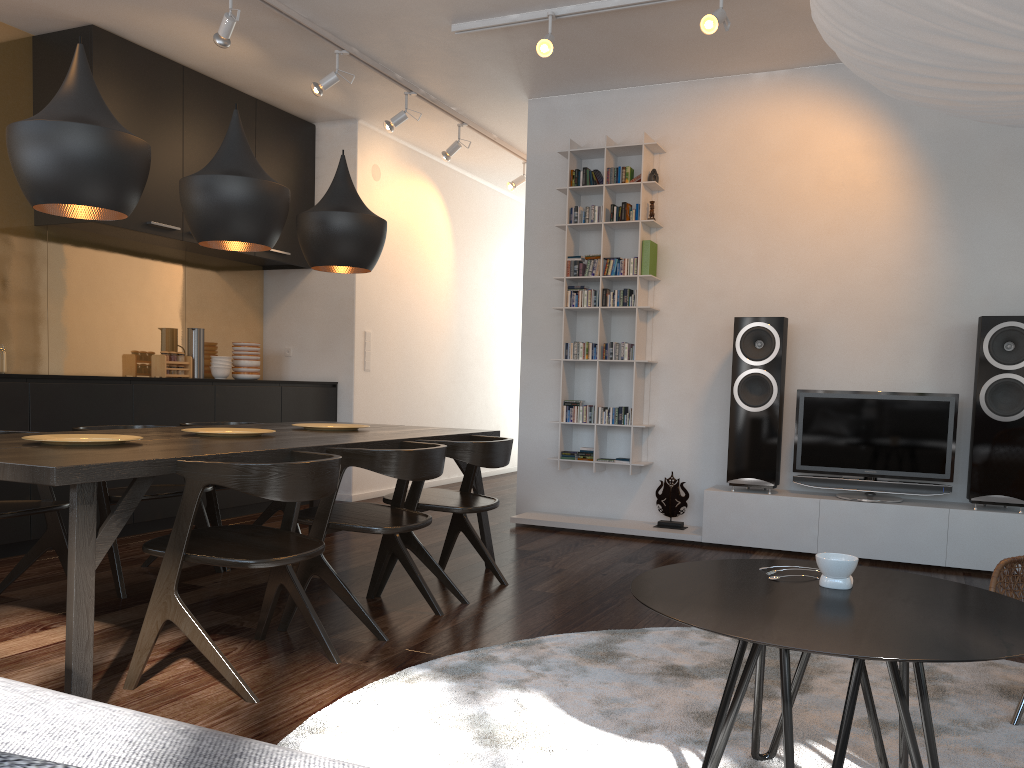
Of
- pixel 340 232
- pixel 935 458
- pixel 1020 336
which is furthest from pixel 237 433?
pixel 1020 336

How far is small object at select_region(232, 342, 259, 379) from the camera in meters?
6.3

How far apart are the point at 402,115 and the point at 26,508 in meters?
3.6 m

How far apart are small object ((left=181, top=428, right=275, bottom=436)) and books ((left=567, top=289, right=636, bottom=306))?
2.60m

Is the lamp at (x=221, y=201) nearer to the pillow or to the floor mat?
the floor mat

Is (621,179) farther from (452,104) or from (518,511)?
(518,511)

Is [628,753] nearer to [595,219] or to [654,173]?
[595,219]

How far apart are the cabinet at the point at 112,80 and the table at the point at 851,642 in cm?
414

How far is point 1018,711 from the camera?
2.4m

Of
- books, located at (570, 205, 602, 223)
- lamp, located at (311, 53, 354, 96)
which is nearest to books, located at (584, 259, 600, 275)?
books, located at (570, 205, 602, 223)
